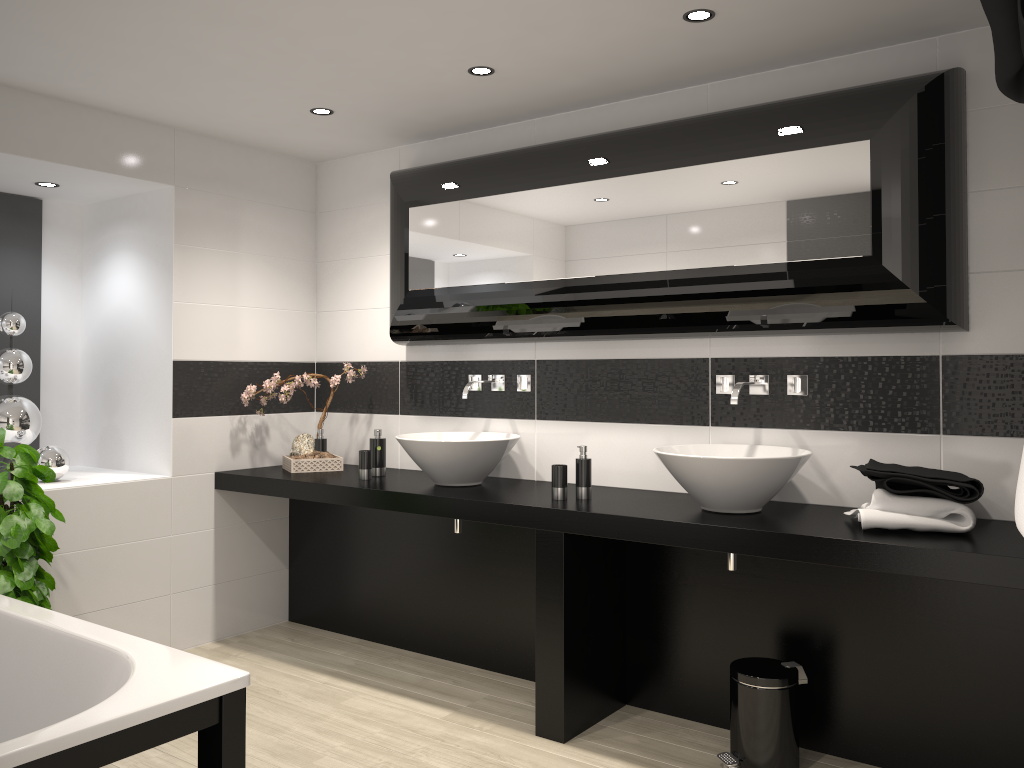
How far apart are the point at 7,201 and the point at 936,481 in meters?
4.4 m

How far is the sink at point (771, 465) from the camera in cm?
297

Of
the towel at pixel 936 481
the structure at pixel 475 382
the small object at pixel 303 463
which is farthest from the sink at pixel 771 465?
the small object at pixel 303 463

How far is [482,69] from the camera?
3.4 meters

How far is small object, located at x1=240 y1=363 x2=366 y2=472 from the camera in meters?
4.4

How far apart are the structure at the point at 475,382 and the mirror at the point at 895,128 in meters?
0.2

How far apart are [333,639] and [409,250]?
2.00m

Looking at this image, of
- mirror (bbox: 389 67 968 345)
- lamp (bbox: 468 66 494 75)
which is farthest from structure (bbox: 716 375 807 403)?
lamp (bbox: 468 66 494 75)

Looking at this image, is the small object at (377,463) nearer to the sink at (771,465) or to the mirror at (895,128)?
the mirror at (895,128)

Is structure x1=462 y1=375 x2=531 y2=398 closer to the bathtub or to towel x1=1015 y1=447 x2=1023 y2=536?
the bathtub
